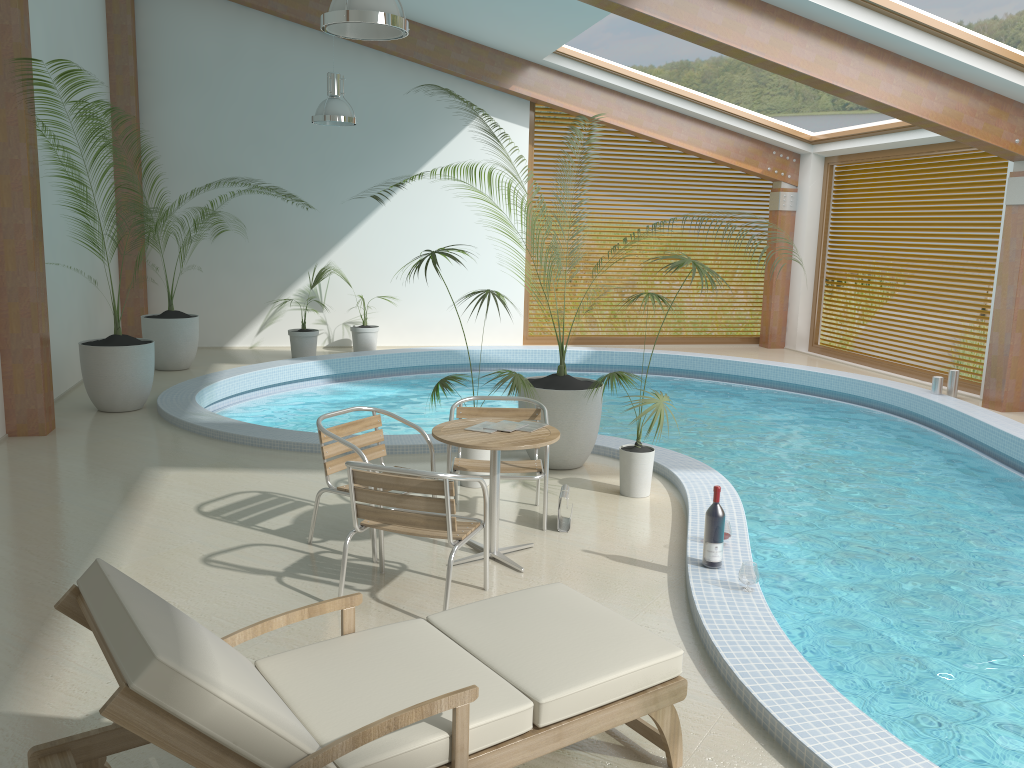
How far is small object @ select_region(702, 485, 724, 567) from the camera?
4.6m

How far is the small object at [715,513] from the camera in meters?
4.6

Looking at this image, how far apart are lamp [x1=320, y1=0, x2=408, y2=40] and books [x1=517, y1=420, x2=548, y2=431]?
2.4m

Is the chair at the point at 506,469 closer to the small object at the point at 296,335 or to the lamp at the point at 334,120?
the lamp at the point at 334,120

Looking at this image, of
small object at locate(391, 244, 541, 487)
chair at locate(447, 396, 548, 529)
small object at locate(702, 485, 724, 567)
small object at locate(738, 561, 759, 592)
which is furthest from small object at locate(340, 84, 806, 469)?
small object at locate(738, 561, 759, 592)

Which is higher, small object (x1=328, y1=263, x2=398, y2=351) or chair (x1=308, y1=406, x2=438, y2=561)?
chair (x1=308, y1=406, x2=438, y2=561)

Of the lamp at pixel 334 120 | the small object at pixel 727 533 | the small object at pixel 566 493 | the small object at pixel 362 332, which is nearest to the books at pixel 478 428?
the small object at pixel 566 493

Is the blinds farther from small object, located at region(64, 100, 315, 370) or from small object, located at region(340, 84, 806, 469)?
small object, located at region(64, 100, 315, 370)

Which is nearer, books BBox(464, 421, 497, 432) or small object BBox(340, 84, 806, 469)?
books BBox(464, 421, 497, 432)

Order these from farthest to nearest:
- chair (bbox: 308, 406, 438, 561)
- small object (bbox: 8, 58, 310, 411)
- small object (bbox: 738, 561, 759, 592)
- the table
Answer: small object (bbox: 8, 58, 310, 411)
chair (bbox: 308, 406, 438, 561)
the table
small object (bbox: 738, 561, 759, 592)
